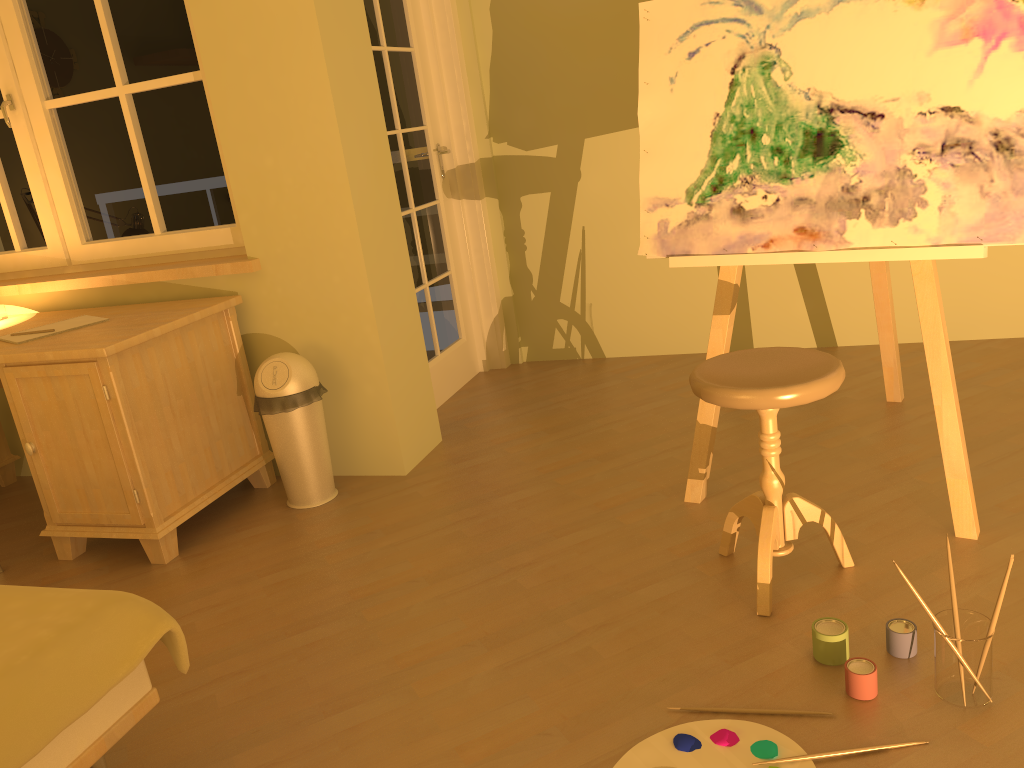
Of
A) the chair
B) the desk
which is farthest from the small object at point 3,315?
the chair

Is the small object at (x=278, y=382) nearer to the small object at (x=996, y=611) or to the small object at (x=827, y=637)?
the small object at (x=827, y=637)

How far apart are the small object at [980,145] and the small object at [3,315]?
2.5 meters

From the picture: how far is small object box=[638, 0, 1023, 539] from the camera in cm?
208

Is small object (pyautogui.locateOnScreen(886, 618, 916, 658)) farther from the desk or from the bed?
the desk

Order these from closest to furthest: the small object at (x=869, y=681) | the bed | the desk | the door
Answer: the bed
the small object at (x=869, y=681)
the desk
the door

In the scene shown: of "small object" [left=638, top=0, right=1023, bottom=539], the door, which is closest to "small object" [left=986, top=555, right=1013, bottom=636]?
"small object" [left=638, top=0, right=1023, bottom=539]

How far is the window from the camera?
3.2m

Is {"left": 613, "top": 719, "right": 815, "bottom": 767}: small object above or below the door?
below

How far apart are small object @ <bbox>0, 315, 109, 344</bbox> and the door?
1.29m
